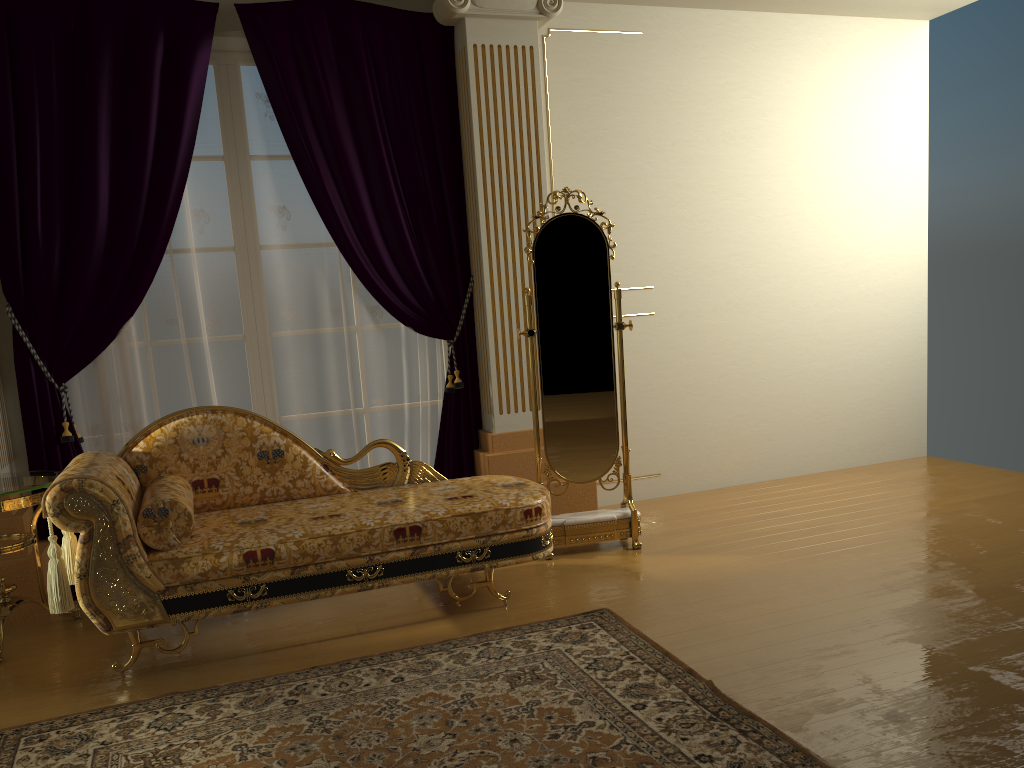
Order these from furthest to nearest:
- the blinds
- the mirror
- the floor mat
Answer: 1. the mirror
2. the blinds
3. the floor mat

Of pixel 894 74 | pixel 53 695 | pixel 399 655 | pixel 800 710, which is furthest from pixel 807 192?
pixel 53 695

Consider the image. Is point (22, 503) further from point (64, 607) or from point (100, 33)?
point (100, 33)

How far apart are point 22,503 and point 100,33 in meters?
2.1

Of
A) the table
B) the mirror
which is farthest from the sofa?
the mirror

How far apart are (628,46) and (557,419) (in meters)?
2.24

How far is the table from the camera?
3.3m

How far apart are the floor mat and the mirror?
0.8m

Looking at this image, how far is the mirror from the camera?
4.1 meters

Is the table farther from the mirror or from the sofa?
the mirror
